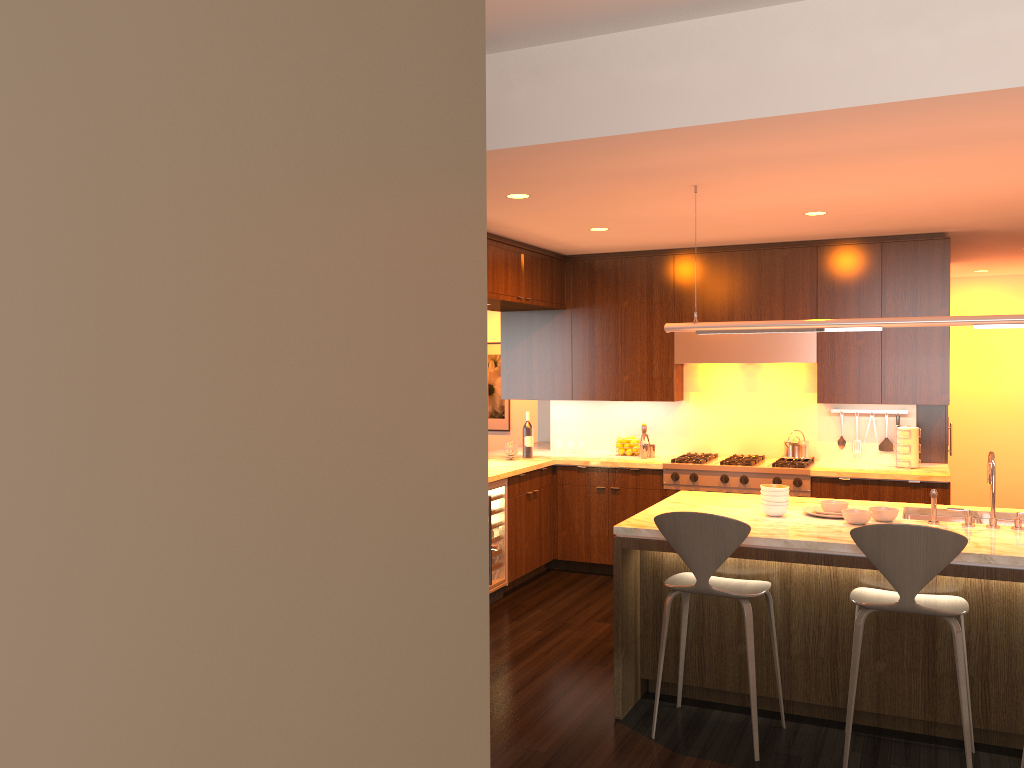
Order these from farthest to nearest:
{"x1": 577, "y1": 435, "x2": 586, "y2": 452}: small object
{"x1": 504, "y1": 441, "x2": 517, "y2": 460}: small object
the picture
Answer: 1. the picture
2. {"x1": 577, "y1": 435, "x2": 586, "y2": 452}: small object
3. {"x1": 504, "y1": 441, "x2": 517, "y2": 460}: small object

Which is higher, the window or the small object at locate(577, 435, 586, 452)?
the window

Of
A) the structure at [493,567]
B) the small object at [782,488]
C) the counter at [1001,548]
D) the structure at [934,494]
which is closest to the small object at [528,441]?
the structure at [493,567]

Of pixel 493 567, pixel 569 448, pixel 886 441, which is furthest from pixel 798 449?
pixel 493 567

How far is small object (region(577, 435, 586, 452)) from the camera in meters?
7.6 m

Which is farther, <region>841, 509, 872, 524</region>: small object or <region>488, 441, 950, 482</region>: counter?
<region>488, 441, 950, 482</region>: counter

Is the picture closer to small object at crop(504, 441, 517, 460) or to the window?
small object at crop(504, 441, 517, 460)

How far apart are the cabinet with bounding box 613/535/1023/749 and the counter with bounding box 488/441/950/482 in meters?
1.8 m

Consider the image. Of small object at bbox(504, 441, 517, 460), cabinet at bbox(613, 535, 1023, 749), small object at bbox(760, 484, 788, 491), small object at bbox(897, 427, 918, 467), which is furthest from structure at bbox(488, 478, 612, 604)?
small object at bbox(897, 427, 918, 467)

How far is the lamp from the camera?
4.0m
